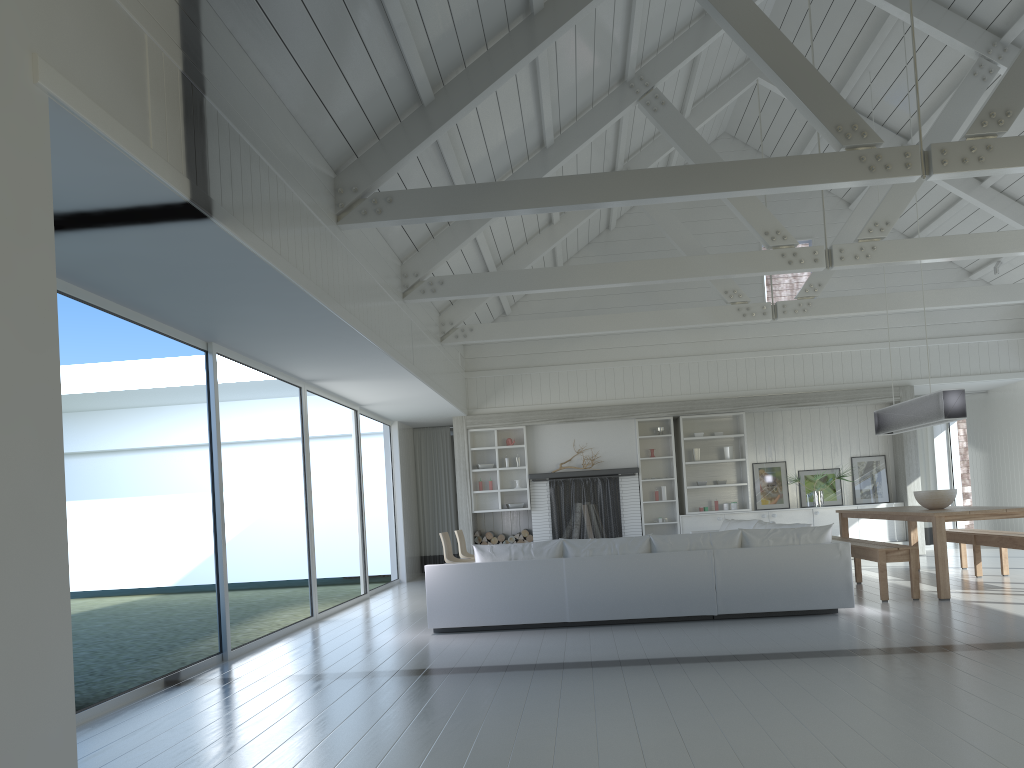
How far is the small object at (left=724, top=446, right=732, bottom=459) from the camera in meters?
12.9 m

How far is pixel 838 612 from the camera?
7.1 meters

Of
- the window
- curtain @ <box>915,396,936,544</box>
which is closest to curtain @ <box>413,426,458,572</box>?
the window

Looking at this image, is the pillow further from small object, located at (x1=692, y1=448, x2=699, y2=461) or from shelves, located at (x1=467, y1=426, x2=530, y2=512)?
shelves, located at (x1=467, y1=426, x2=530, y2=512)

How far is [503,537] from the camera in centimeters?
1291cm

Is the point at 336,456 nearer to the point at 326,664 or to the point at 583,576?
the point at 583,576

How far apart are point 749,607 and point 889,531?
6.5m

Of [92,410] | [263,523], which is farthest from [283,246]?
[92,410]

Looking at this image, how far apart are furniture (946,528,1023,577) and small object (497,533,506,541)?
5.90m

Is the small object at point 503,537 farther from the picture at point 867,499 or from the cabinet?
the picture at point 867,499
